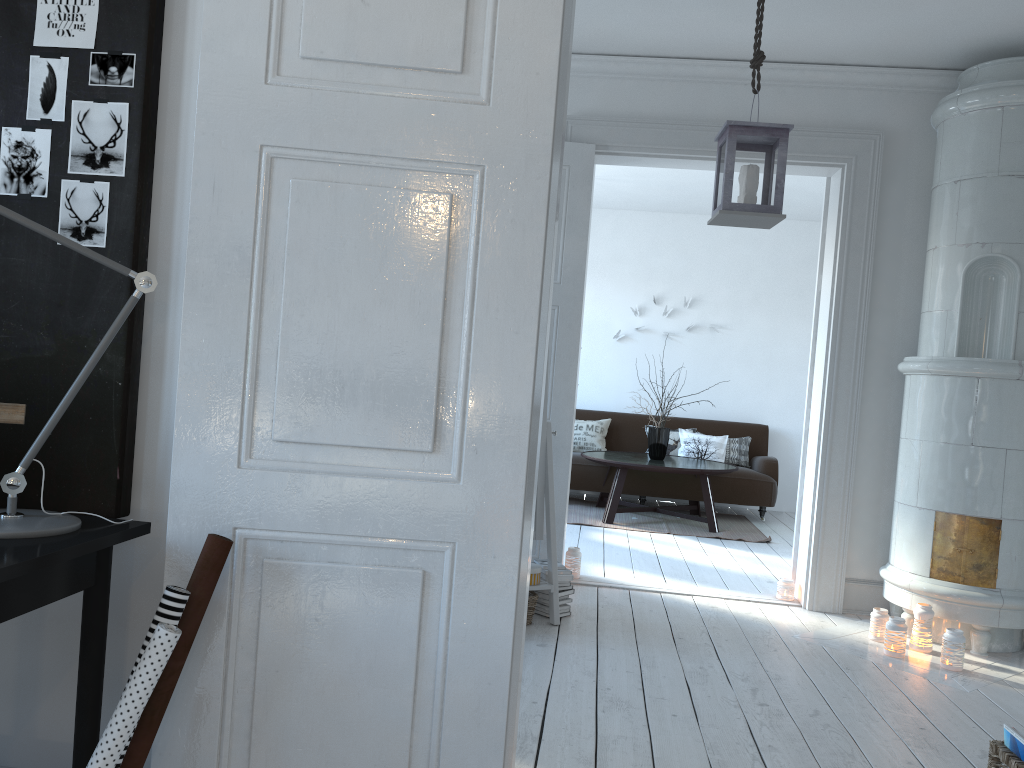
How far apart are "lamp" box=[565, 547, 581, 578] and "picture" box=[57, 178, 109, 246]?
3.5 meters

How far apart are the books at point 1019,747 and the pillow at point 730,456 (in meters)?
5.95

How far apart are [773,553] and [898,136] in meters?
3.0

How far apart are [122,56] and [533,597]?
2.8m

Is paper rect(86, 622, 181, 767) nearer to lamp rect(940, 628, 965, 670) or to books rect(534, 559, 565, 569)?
books rect(534, 559, 565, 569)

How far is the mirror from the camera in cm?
396

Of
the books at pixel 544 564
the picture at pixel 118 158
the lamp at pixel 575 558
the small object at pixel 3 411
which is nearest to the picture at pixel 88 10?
the picture at pixel 118 158

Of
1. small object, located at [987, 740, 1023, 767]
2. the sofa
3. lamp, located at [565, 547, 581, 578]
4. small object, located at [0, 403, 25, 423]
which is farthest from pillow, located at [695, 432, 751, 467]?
small object, located at [0, 403, 25, 423]

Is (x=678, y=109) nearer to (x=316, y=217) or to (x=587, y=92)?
(x=587, y=92)

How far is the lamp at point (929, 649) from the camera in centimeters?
397cm
